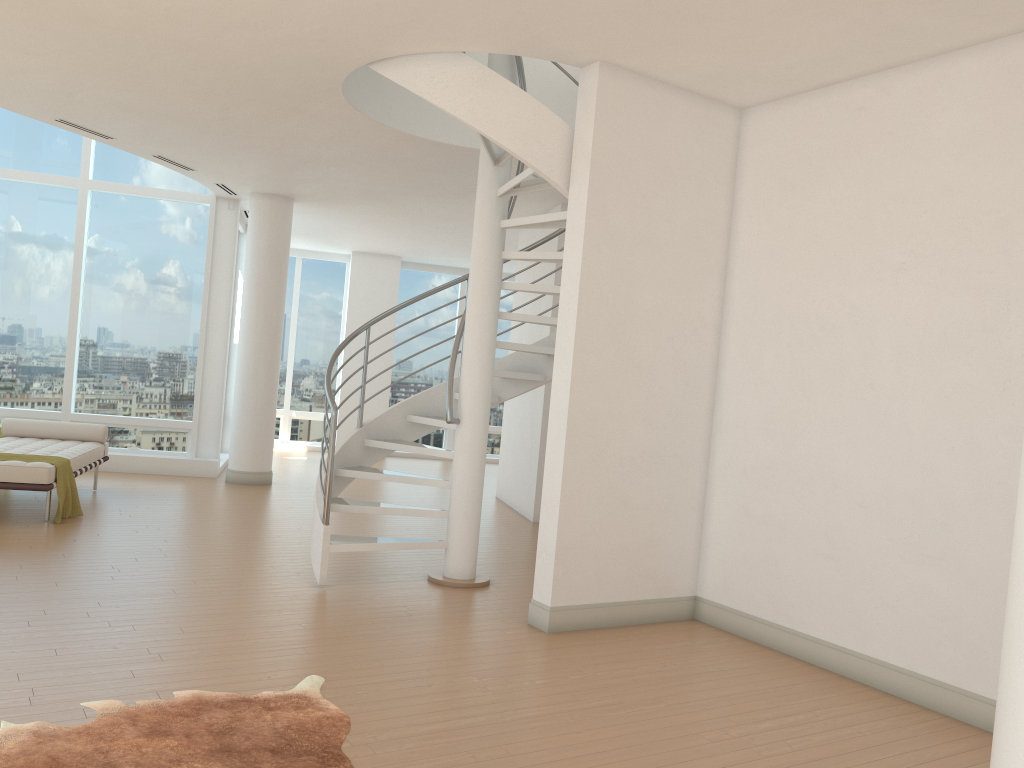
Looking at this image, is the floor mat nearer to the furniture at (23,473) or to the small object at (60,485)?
the furniture at (23,473)

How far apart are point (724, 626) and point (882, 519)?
1.4m

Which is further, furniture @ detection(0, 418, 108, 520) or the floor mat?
furniture @ detection(0, 418, 108, 520)

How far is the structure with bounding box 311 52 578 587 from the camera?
5.3 meters

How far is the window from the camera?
10.4m

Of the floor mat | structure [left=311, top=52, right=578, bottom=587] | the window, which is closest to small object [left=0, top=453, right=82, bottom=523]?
structure [left=311, top=52, right=578, bottom=587]

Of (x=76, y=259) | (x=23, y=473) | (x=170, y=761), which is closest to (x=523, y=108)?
(x=170, y=761)

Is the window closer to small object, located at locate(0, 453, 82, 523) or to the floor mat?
small object, located at locate(0, 453, 82, 523)

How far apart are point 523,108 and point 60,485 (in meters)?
4.84

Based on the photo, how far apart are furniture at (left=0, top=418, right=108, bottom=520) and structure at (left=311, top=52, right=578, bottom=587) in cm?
233
